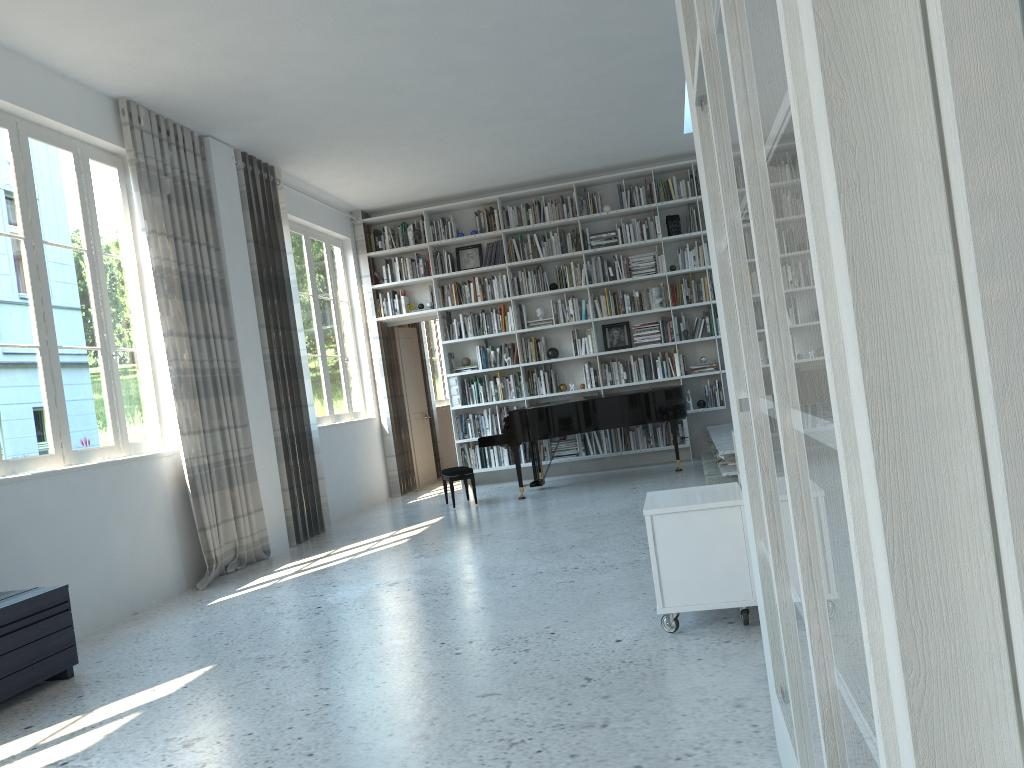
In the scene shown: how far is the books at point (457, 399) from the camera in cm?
979

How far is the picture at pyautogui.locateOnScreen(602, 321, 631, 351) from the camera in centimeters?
968cm

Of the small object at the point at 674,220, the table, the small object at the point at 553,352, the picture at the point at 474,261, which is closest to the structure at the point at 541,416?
the small object at the point at 553,352

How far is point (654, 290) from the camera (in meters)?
9.37

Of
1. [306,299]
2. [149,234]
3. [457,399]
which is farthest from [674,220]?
[149,234]

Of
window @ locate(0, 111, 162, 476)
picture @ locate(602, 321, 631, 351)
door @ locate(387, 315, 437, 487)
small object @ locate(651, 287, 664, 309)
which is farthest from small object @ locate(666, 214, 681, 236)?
window @ locate(0, 111, 162, 476)

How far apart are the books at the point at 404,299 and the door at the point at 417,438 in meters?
0.8 m

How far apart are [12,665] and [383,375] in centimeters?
640cm

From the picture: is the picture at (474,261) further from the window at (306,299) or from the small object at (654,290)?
the small object at (654,290)

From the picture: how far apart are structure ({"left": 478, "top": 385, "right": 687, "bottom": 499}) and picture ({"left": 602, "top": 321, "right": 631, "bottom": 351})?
1.3m
